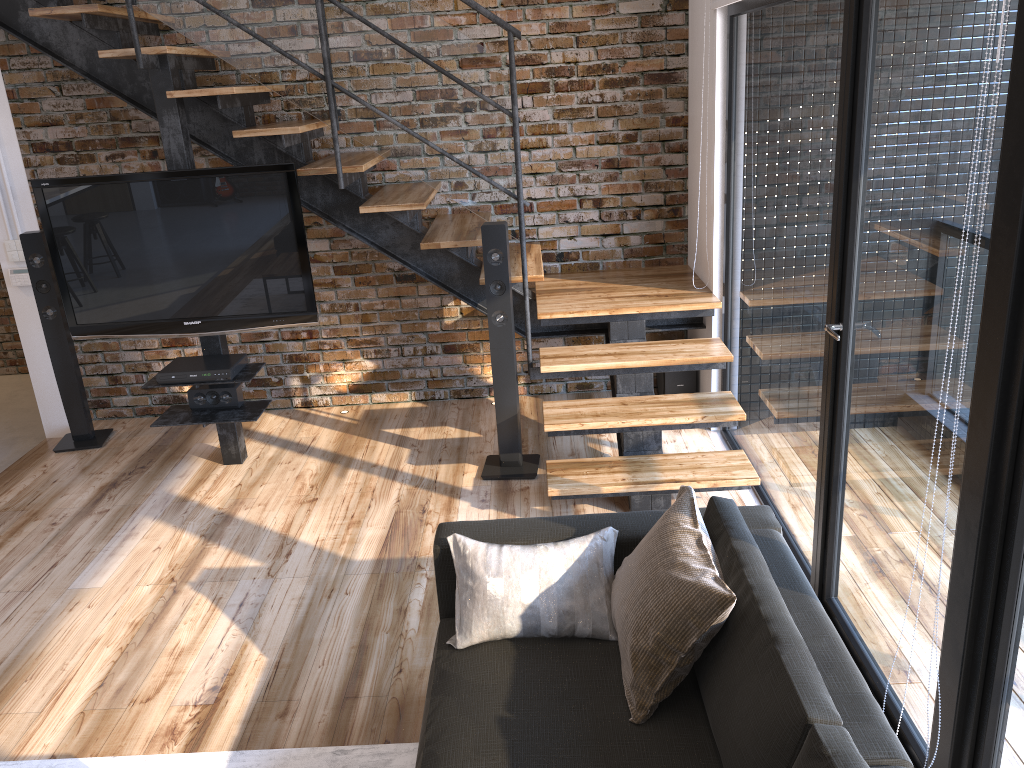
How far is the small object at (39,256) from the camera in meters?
4.7 m

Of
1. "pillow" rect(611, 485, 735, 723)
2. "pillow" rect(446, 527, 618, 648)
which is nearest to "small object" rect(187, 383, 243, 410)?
"pillow" rect(446, 527, 618, 648)

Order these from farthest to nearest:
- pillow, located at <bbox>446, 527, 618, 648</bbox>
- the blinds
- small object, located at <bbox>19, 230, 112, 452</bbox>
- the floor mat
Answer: small object, located at <bbox>19, 230, 112, 452</bbox>
the blinds
the floor mat
pillow, located at <bbox>446, 527, 618, 648</bbox>

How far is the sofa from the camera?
1.7m

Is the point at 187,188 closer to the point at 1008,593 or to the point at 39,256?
the point at 39,256

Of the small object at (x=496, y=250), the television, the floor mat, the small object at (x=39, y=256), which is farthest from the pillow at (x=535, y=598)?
the small object at (x=39, y=256)

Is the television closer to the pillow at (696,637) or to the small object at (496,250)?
the small object at (496,250)

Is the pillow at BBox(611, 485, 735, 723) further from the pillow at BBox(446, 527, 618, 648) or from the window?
the window

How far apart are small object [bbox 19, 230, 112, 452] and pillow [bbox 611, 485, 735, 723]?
3.7m

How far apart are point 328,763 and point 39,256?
3.4 meters
